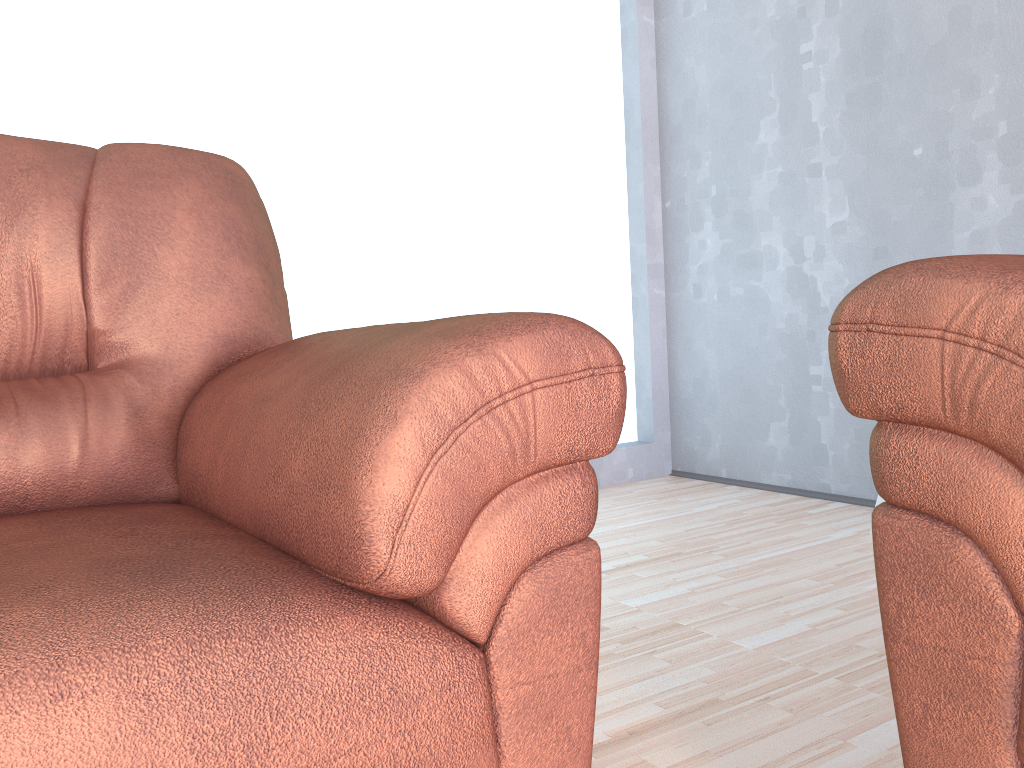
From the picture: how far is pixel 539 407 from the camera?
0.7m

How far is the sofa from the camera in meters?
0.7

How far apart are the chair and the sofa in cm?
20

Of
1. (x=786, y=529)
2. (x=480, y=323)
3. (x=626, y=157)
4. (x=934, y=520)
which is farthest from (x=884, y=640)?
(x=626, y=157)

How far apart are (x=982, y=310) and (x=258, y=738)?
0.63m

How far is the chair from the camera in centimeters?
61cm
